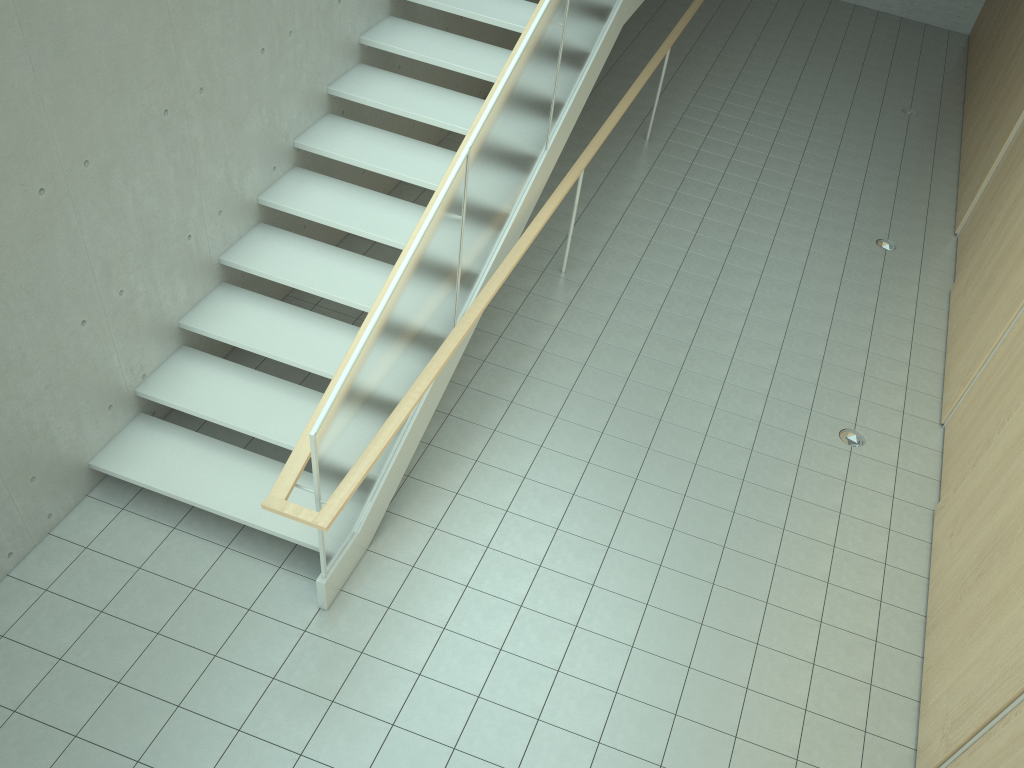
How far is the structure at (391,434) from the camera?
4.2 meters

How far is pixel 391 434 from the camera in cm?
→ 420

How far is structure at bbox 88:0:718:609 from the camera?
4.2 meters

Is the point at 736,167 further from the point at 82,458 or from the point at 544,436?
the point at 82,458
